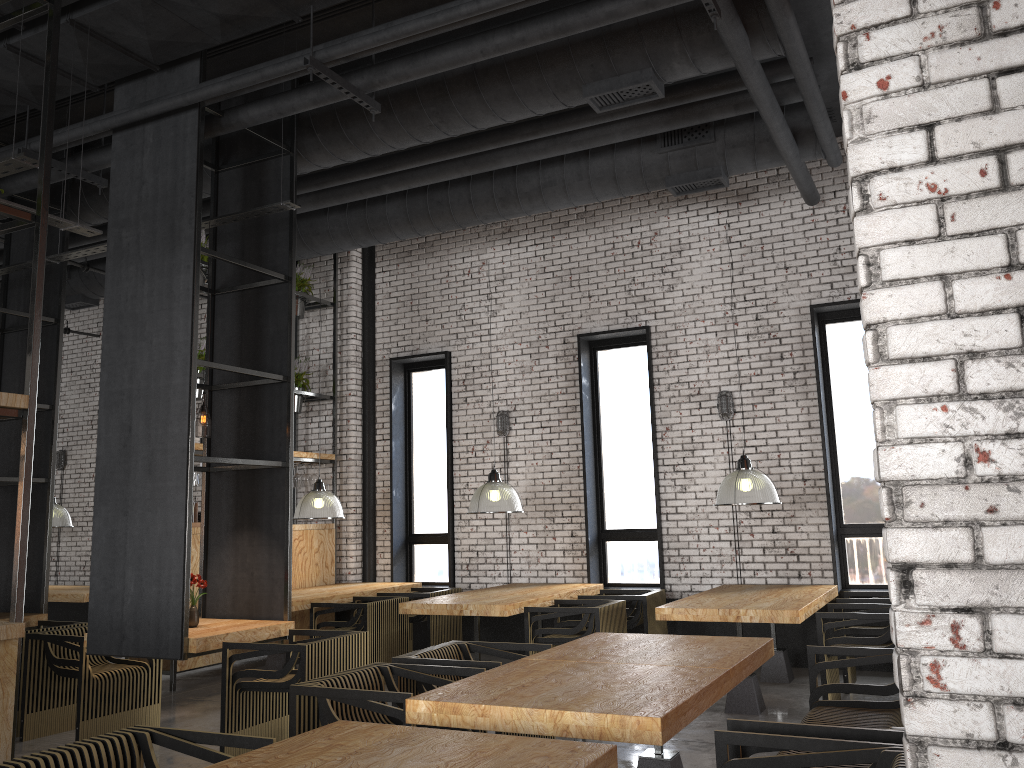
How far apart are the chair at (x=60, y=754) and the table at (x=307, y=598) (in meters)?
4.76

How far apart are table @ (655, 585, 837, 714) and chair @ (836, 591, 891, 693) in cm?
10

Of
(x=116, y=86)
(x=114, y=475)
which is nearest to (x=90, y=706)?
(x=114, y=475)

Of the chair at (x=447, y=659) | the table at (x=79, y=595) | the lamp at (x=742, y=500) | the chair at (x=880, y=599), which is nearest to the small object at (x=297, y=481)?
the table at (x=79, y=595)

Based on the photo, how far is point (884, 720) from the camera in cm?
412

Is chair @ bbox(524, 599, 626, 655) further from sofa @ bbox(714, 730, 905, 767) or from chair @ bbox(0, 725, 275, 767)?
chair @ bbox(0, 725, 275, 767)

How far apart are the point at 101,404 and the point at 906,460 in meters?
5.7

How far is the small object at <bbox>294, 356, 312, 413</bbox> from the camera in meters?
10.1 m

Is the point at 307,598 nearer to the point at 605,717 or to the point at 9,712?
the point at 9,712

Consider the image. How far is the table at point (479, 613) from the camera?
7.0m
